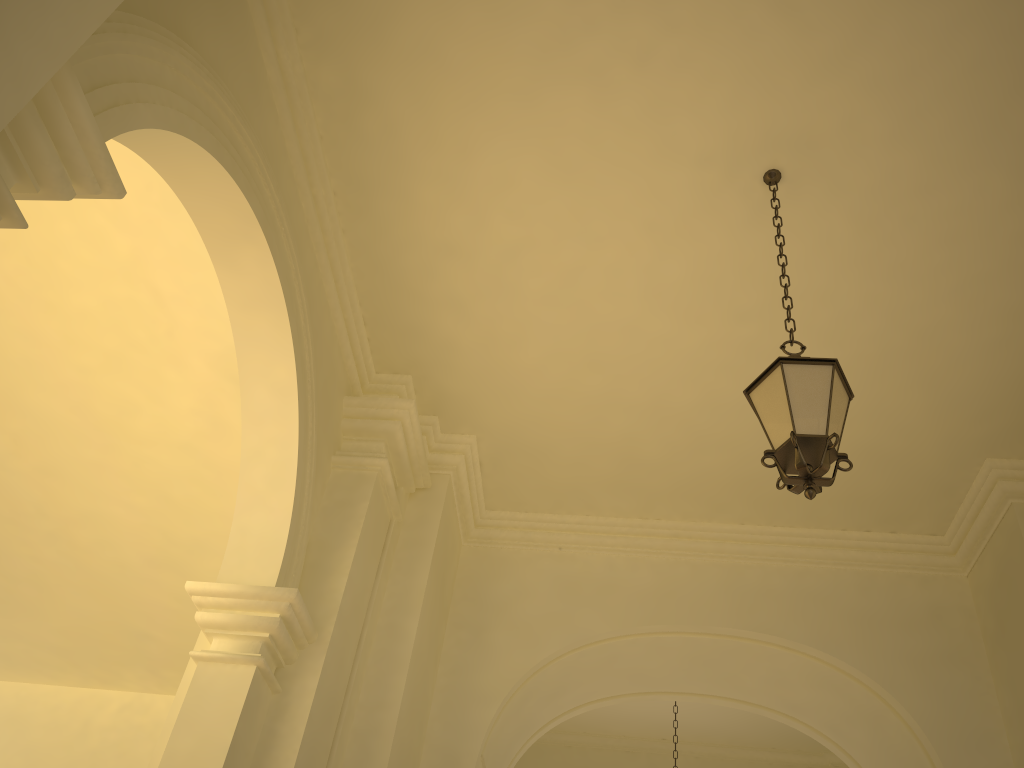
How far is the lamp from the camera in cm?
376

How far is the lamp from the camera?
3.8 meters

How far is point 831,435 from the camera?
3.8 meters

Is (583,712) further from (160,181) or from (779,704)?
(160,181)
